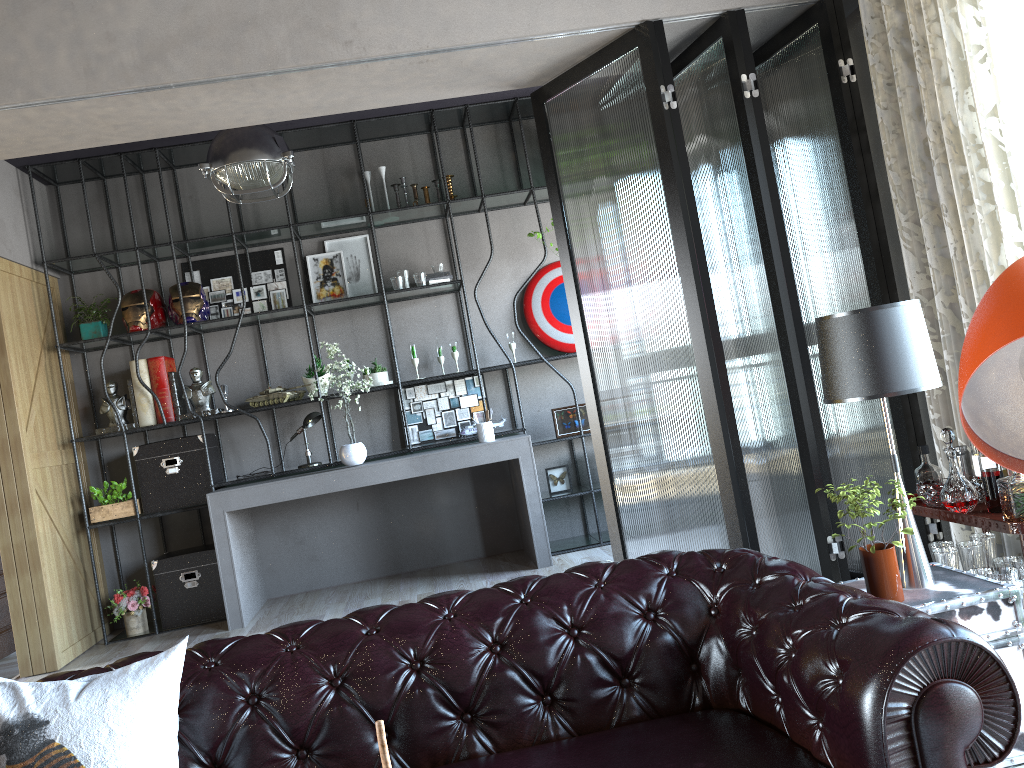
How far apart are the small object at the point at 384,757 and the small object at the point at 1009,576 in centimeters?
258cm

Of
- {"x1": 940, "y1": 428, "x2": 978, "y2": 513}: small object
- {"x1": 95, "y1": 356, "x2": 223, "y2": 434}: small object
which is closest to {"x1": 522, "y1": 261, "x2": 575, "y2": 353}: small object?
{"x1": 95, "y1": 356, "x2": 223, "y2": 434}: small object

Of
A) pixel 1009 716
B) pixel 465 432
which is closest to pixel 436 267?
pixel 465 432

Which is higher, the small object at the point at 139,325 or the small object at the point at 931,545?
the small object at the point at 139,325

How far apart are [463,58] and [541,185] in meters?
3.2

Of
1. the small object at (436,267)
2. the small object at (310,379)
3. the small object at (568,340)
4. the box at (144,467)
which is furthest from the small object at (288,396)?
the small object at (568,340)

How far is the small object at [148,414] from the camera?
6.1 meters

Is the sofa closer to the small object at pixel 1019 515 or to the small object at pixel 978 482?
the small object at pixel 1019 515

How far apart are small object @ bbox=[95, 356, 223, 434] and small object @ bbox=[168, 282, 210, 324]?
0.3 meters

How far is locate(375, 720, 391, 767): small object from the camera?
1.0 meters
